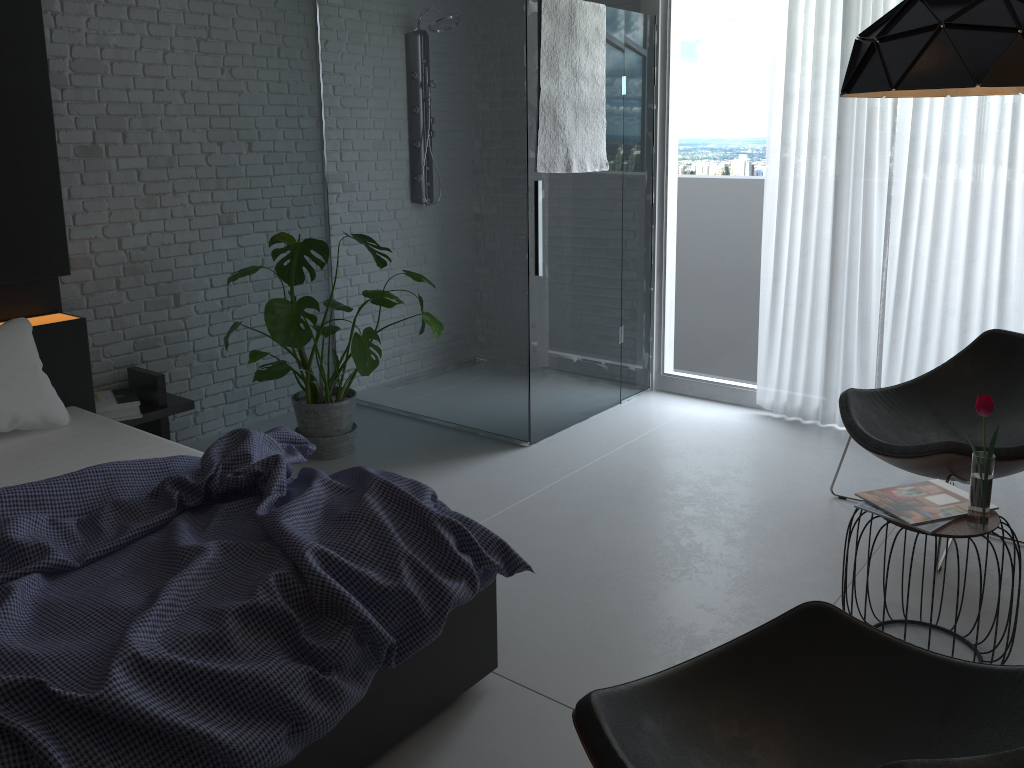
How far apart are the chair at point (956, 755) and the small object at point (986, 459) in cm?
67

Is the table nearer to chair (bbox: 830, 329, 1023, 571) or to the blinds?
chair (bbox: 830, 329, 1023, 571)

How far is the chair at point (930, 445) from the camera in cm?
299

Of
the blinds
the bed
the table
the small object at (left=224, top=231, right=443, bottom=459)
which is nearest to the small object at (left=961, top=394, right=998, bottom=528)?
the table

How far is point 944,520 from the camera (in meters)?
2.41

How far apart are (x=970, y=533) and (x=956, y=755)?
0.88m

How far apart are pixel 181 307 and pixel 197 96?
0.99m

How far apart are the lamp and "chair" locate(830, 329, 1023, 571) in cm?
113

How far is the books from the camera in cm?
241

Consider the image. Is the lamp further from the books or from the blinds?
the blinds
